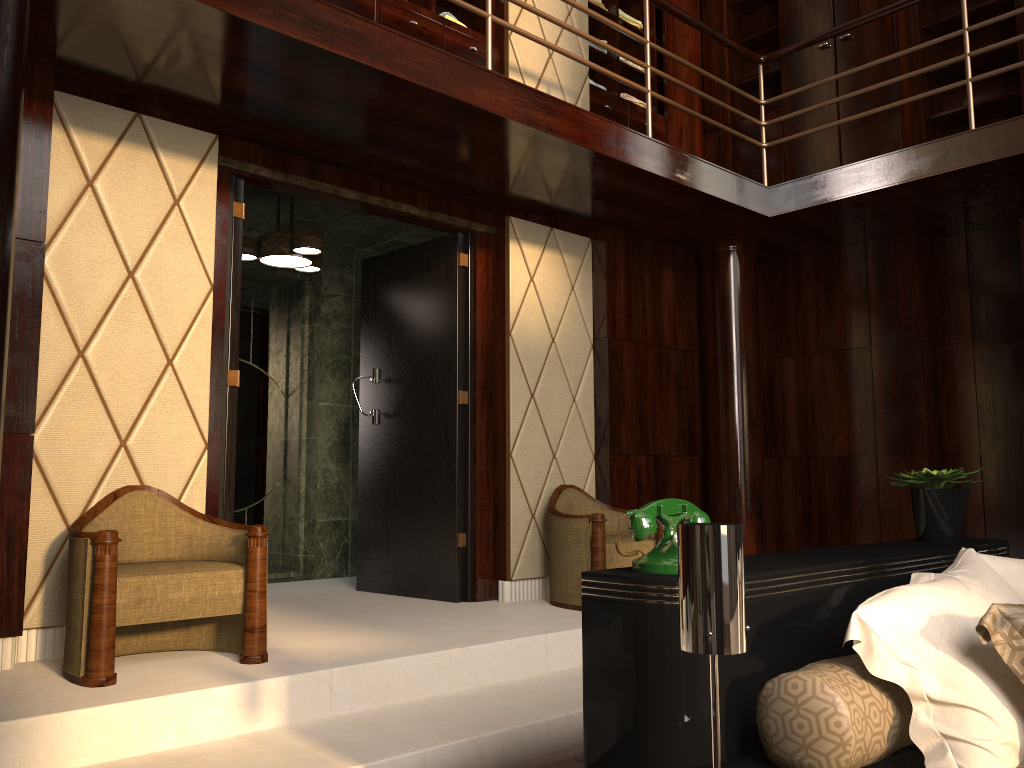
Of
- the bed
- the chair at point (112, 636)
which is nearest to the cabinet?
the chair at point (112, 636)

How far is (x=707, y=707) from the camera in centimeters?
147cm

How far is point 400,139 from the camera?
3.6m

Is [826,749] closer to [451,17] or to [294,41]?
[294,41]

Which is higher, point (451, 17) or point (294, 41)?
point (451, 17)

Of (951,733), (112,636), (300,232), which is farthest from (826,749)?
(300,232)

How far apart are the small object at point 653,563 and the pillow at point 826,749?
0.2m

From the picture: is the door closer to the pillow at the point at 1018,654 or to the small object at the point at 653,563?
the small object at the point at 653,563

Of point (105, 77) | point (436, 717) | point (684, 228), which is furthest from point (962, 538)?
point (105, 77)

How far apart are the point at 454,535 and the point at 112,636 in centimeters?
193cm
